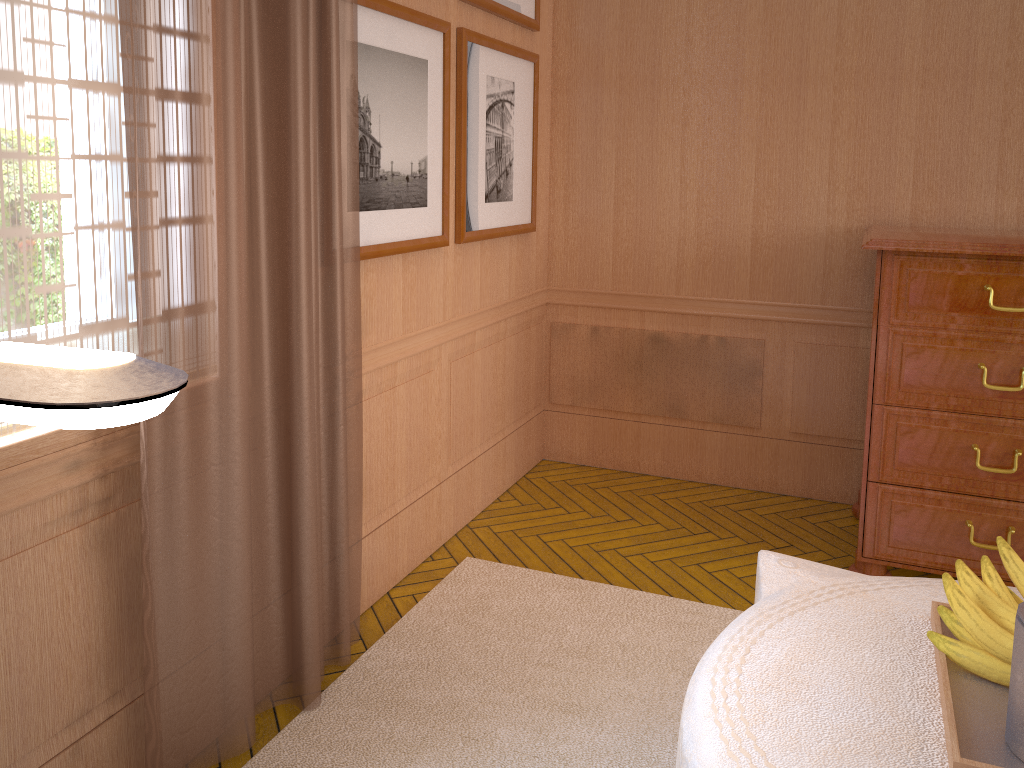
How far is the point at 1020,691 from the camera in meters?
2.1

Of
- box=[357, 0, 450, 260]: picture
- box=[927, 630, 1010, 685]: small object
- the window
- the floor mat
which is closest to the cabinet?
the floor mat

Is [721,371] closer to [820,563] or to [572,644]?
[572,644]

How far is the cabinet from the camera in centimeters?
442cm

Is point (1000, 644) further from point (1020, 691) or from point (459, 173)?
point (459, 173)

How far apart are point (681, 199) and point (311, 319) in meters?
3.5 m

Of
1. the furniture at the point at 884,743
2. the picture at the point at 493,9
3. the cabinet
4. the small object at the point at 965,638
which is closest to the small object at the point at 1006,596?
the small object at the point at 965,638

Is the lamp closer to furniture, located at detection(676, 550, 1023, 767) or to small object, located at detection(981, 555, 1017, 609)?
furniture, located at detection(676, 550, 1023, 767)

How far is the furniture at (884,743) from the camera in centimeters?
219cm

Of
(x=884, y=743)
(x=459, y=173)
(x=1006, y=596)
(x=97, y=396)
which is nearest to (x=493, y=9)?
(x=459, y=173)
